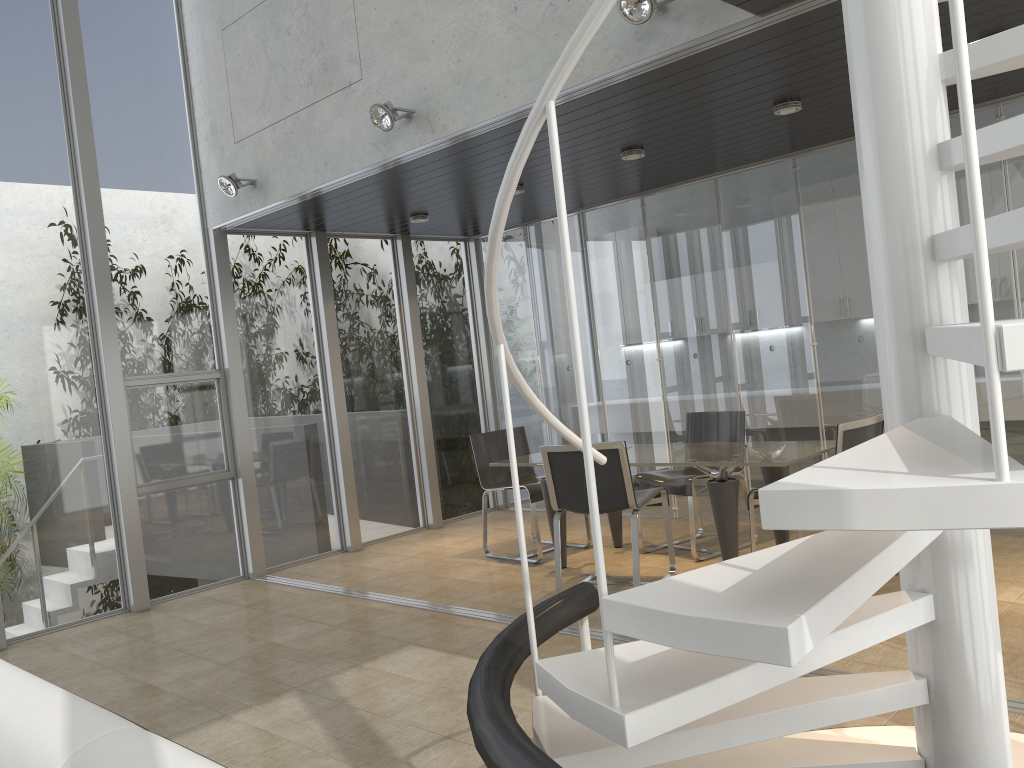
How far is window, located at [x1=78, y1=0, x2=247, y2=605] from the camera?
6.3 meters

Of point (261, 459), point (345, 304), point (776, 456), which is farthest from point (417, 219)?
point (776, 456)

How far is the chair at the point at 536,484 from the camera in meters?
6.3

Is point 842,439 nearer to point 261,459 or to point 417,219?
point 417,219

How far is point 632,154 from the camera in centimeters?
565cm

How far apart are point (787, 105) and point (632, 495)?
2.34m

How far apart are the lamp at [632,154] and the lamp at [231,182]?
2.7m

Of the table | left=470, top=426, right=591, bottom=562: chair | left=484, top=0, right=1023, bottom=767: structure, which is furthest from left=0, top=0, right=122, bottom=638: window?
left=484, top=0, right=1023, bottom=767: structure

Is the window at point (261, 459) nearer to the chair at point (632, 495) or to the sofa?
the chair at point (632, 495)

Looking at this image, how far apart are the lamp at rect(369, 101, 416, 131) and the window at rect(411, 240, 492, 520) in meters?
3.3
